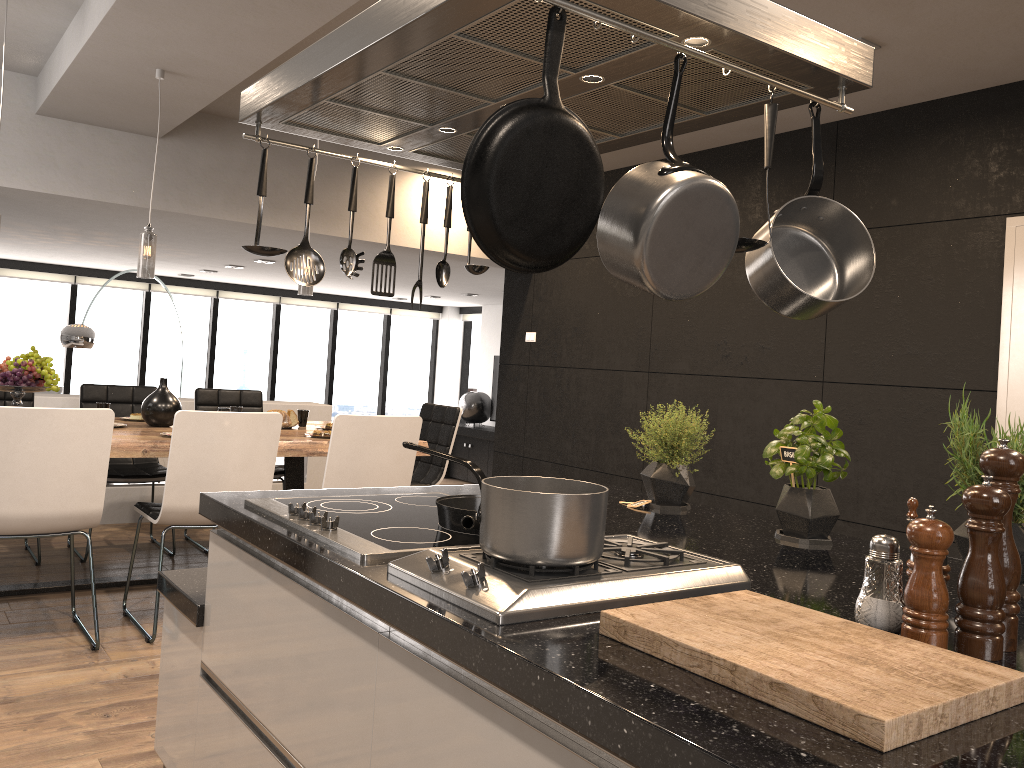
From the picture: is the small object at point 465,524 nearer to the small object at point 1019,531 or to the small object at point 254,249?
the small object at point 254,249

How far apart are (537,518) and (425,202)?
1.2m

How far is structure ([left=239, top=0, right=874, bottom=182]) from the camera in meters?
1.4

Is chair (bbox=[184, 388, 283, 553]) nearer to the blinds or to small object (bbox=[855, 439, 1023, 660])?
small object (bbox=[855, 439, 1023, 660])

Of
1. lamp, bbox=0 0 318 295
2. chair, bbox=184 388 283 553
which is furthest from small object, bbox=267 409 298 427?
lamp, bbox=0 0 318 295

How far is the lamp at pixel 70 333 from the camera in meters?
8.0 m

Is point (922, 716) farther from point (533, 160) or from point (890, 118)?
point (890, 118)

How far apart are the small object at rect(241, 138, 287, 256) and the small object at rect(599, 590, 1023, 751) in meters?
1.2 m

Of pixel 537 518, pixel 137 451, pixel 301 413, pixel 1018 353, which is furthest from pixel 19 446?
pixel 1018 353

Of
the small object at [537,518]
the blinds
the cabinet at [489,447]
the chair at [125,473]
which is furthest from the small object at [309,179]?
the blinds
